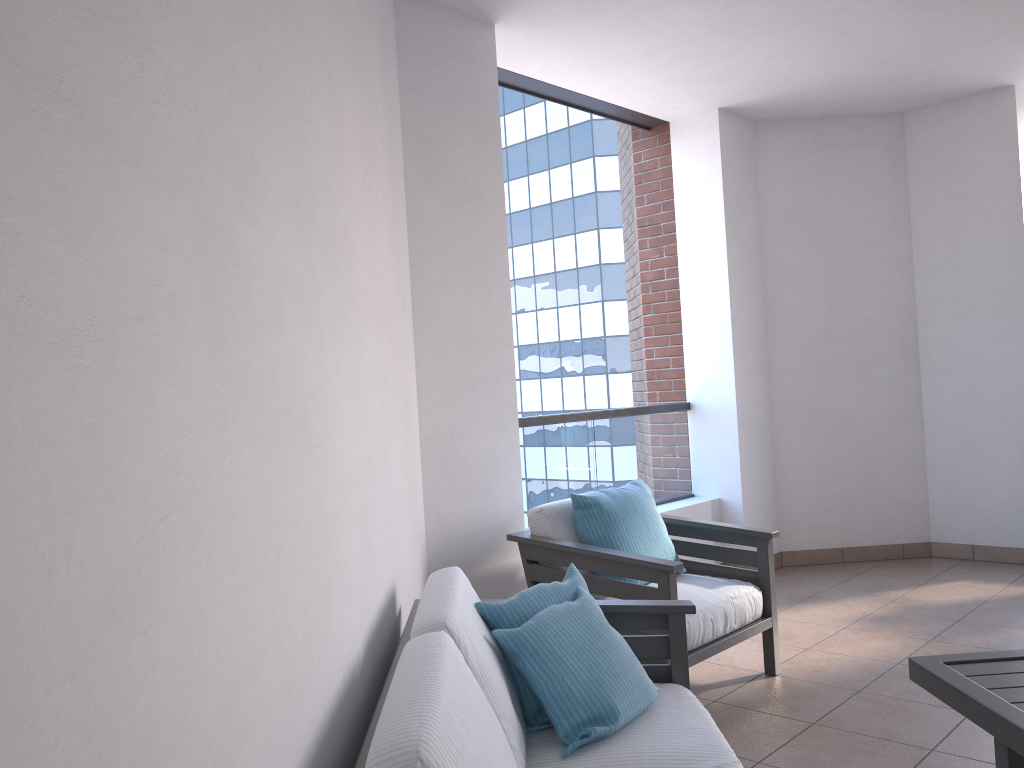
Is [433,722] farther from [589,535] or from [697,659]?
[589,535]

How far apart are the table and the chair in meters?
0.9 m

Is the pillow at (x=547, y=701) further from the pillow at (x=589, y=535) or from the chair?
the pillow at (x=589, y=535)

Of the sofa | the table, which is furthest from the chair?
the table

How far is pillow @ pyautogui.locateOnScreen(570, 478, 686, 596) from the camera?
3.6m

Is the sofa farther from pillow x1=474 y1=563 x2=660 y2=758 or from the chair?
the chair

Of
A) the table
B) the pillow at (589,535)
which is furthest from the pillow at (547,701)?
the pillow at (589,535)

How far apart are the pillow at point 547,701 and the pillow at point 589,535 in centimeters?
106cm

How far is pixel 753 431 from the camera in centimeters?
556cm

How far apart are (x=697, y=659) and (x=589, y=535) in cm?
64
